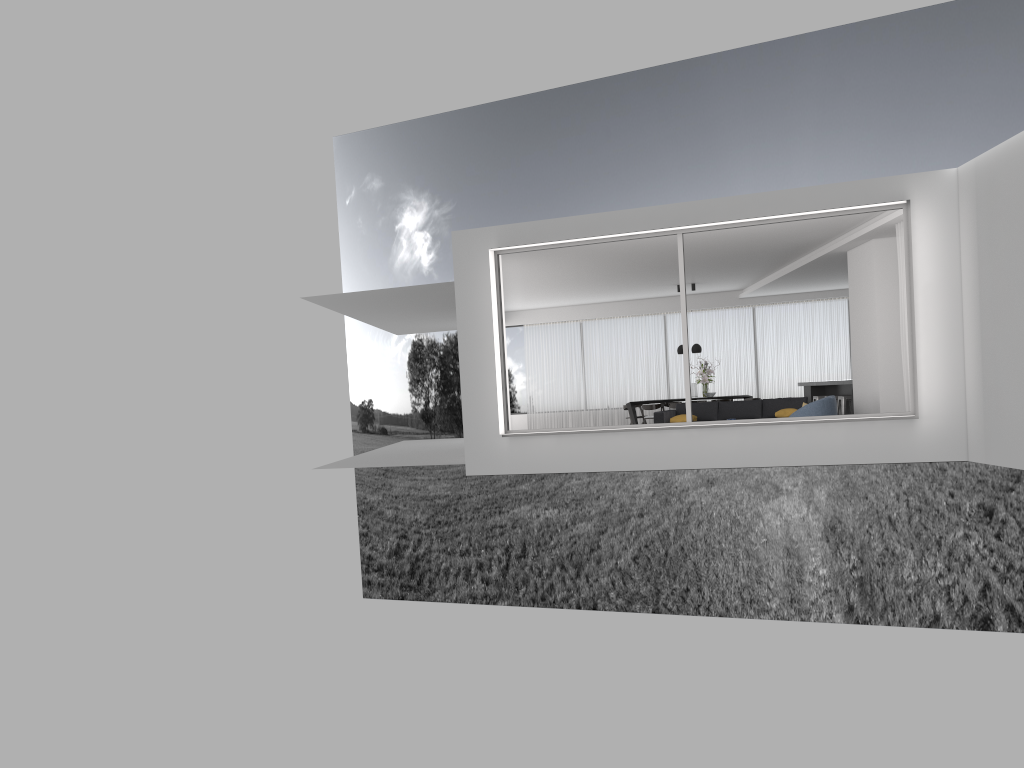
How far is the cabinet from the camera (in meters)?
16.33

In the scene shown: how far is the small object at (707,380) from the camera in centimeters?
1830cm

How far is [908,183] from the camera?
9.3 meters

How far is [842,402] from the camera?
15.45m

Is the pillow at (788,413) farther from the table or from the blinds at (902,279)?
the table

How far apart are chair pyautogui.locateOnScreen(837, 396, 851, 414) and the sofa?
1.6m

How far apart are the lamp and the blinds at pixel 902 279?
7.3 meters

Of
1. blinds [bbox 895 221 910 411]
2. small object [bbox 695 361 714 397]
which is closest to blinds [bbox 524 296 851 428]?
small object [bbox 695 361 714 397]

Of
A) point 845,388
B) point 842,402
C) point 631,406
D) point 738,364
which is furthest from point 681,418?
point 738,364

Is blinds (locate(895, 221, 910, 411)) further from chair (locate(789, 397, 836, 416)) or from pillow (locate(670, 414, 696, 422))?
pillow (locate(670, 414, 696, 422))
